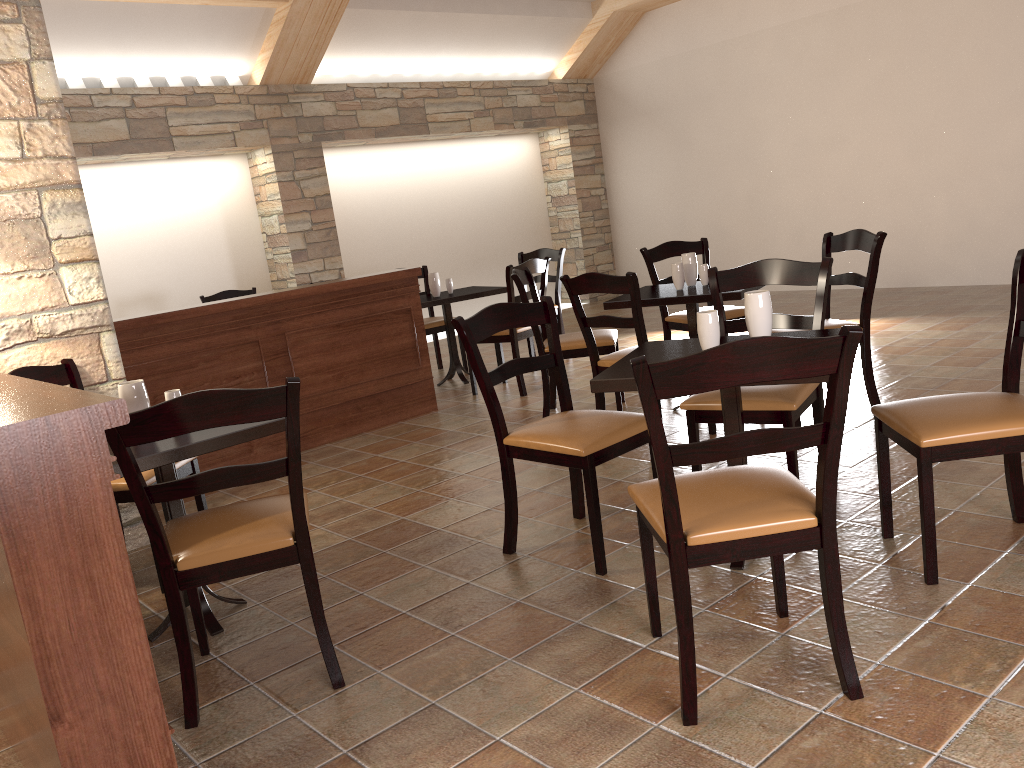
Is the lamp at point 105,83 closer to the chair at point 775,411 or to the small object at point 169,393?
the small object at point 169,393

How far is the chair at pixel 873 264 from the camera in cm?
400

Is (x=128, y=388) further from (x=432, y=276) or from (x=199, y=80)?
(x=199, y=80)

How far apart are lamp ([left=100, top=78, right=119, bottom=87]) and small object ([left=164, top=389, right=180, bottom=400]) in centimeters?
521cm

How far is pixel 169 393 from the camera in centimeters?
280cm

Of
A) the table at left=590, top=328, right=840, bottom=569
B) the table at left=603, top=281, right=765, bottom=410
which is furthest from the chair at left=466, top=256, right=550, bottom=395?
the table at left=590, top=328, right=840, bottom=569

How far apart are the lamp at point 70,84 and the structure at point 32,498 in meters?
5.3 m

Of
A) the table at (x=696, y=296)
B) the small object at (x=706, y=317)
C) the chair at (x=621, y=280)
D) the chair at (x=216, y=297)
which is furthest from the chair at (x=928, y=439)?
the chair at (x=216, y=297)

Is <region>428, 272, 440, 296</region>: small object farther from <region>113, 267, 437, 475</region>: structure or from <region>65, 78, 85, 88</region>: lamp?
<region>65, 78, 85, 88</region>: lamp

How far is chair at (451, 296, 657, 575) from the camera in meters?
2.8
